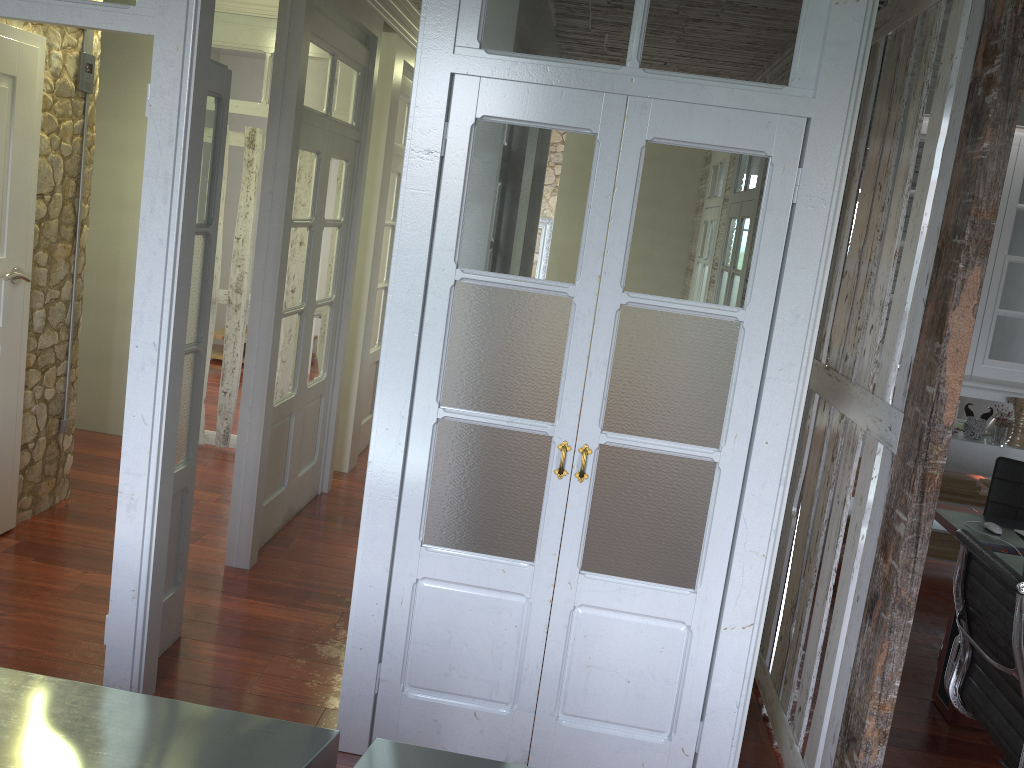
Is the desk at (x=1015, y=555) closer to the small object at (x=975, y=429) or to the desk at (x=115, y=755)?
the small object at (x=975, y=429)

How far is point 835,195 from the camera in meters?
2.5 m

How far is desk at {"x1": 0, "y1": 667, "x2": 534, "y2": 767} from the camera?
1.75m

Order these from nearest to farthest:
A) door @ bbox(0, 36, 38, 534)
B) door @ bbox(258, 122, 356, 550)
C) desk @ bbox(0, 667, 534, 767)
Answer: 1. desk @ bbox(0, 667, 534, 767)
2. door @ bbox(0, 36, 38, 534)
3. door @ bbox(258, 122, 356, 550)

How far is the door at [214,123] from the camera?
3.1m

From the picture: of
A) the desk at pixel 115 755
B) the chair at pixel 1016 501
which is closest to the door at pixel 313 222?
the desk at pixel 115 755

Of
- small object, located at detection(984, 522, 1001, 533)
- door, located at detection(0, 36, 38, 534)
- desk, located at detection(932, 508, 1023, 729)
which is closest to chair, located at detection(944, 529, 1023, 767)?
desk, located at detection(932, 508, 1023, 729)

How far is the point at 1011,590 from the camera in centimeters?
249cm

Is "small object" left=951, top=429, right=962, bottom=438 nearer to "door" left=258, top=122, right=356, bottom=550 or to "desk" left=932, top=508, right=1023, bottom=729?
"desk" left=932, top=508, right=1023, bottom=729

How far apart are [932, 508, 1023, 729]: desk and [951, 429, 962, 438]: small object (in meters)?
1.24
